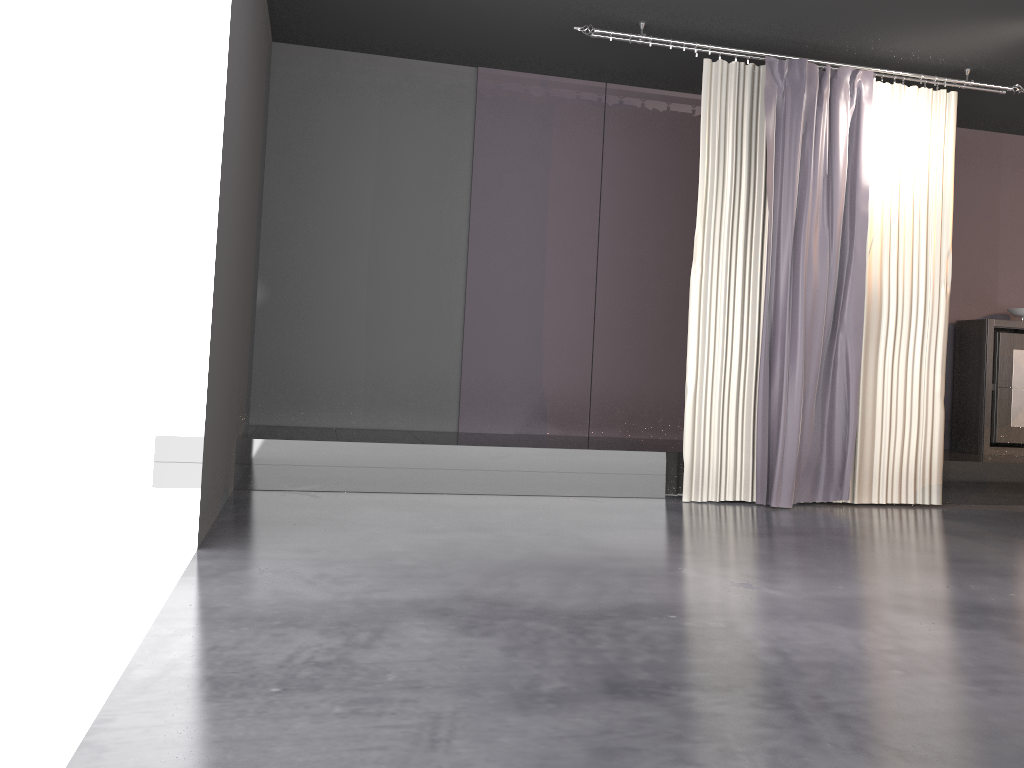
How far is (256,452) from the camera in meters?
5.2 m

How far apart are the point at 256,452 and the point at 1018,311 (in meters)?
6.07

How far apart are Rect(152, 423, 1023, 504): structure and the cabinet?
0.2m

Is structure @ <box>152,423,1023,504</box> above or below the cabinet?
below

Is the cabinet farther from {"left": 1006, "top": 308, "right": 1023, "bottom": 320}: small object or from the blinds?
the blinds

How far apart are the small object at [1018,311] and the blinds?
1.66m

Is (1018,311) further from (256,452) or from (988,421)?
(256,452)

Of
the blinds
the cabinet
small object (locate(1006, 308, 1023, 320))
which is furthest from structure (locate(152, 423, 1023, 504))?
small object (locate(1006, 308, 1023, 320))

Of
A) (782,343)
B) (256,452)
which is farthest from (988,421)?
(256,452)

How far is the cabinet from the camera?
7.01m
